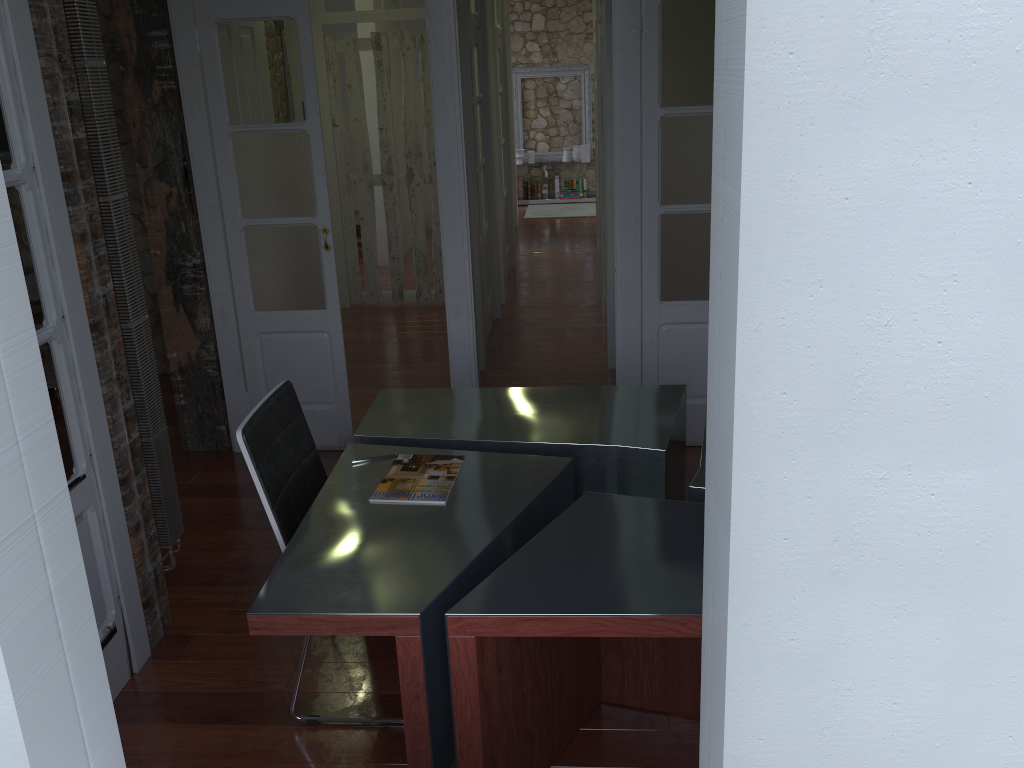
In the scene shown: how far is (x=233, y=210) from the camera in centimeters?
411cm

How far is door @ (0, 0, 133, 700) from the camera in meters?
2.3

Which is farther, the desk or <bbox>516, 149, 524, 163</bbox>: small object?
<bbox>516, 149, 524, 163</bbox>: small object

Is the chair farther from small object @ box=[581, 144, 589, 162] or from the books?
small object @ box=[581, 144, 589, 162]

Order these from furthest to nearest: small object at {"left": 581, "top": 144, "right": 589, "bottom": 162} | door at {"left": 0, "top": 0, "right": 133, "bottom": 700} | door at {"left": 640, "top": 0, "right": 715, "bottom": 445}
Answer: small object at {"left": 581, "top": 144, "right": 589, "bottom": 162} → door at {"left": 640, "top": 0, "right": 715, "bottom": 445} → door at {"left": 0, "top": 0, "right": 133, "bottom": 700}

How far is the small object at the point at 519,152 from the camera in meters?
11.8

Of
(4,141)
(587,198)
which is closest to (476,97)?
(4,141)

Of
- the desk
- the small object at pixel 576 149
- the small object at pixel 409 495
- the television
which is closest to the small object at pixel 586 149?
the small object at pixel 576 149

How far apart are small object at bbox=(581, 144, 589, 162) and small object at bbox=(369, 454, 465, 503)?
9.6m

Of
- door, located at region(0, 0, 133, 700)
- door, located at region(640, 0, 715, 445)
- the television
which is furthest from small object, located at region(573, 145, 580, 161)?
door, located at region(0, 0, 133, 700)
